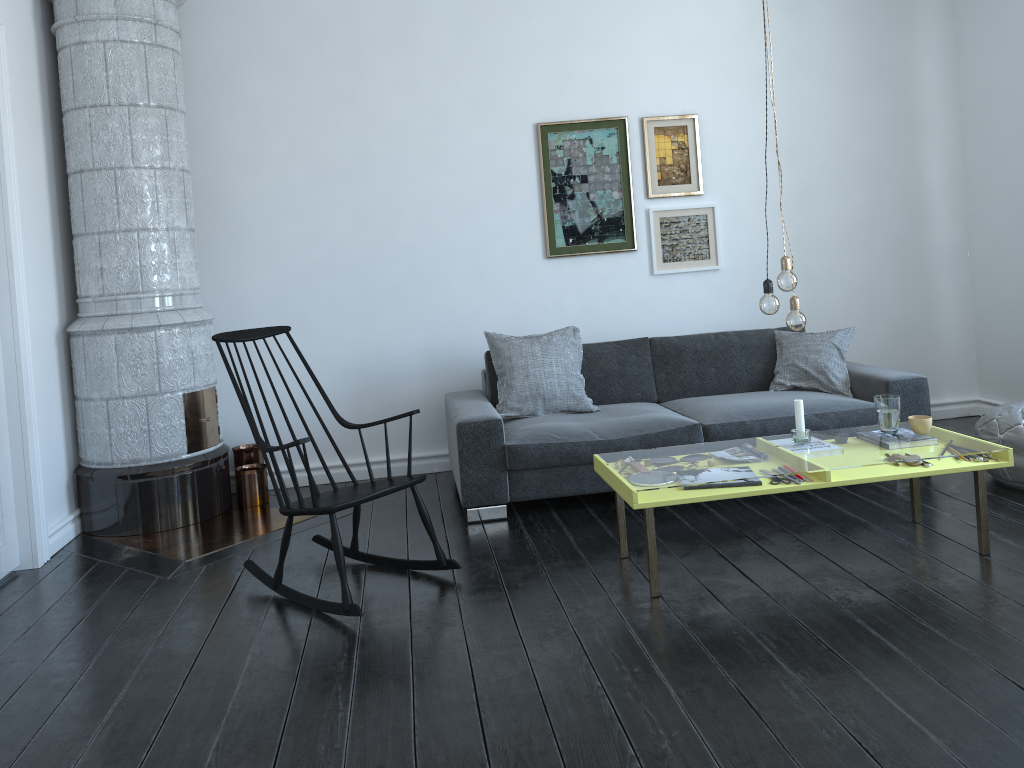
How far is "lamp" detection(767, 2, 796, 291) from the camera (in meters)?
3.23

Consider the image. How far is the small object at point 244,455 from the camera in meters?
5.0 m

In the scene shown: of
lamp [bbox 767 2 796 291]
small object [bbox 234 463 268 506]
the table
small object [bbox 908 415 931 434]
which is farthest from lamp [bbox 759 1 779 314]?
small object [bbox 234 463 268 506]

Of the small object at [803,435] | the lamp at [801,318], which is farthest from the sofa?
the lamp at [801,318]

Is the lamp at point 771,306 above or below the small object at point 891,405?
above

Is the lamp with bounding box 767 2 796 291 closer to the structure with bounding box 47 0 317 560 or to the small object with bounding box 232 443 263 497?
the structure with bounding box 47 0 317 560

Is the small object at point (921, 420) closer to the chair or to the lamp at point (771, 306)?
the lamp at point (771, 306)

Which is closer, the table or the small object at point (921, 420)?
the table

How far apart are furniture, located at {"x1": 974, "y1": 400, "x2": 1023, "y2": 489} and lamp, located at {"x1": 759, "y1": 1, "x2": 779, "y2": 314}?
1.56m

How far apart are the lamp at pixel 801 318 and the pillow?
1.52m
